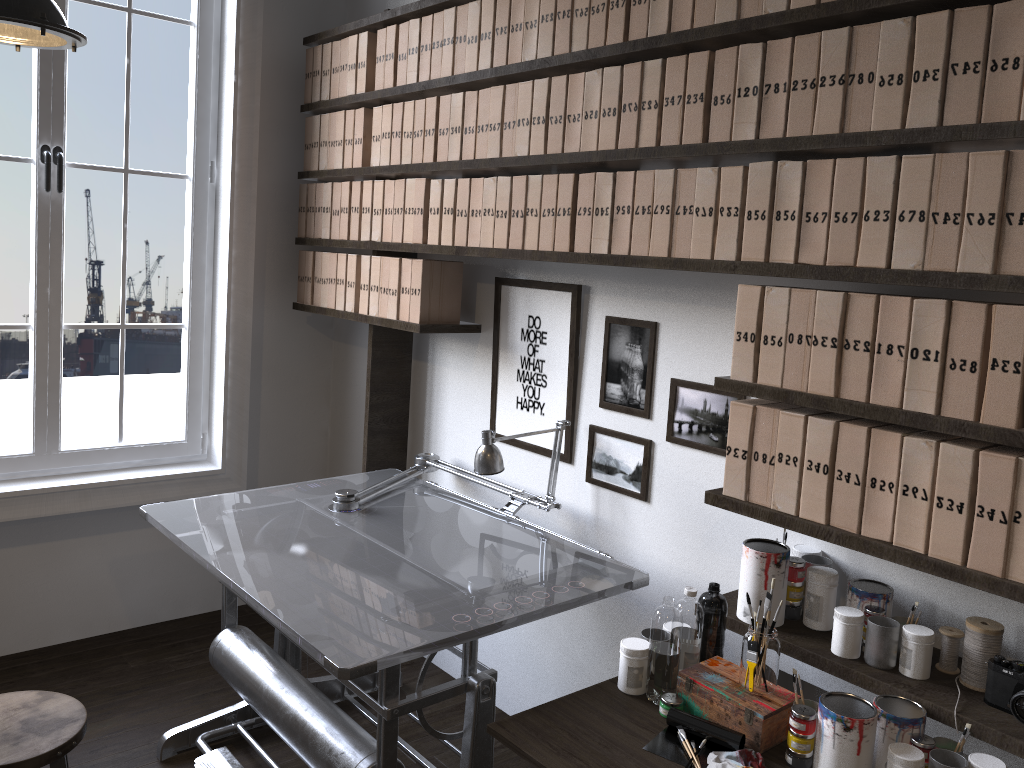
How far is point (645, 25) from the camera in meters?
2.2 m

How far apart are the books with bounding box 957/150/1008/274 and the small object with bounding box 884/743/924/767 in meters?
0.9 m

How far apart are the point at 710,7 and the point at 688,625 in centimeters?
141cm

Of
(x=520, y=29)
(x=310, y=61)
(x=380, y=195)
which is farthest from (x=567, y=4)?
(x=310, y=61)

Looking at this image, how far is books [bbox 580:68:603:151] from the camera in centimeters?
235cm

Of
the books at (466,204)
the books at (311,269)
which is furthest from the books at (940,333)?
the books at (311,269)

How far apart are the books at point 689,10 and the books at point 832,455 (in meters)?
0.98

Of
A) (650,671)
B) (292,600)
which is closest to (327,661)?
(292,600)

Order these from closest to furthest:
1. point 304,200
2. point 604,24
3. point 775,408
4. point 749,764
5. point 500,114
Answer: point 749,764 < point 775,408 < point 604,24 < point 500,114 < point 304,200

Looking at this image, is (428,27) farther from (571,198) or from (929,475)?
(929,475)
